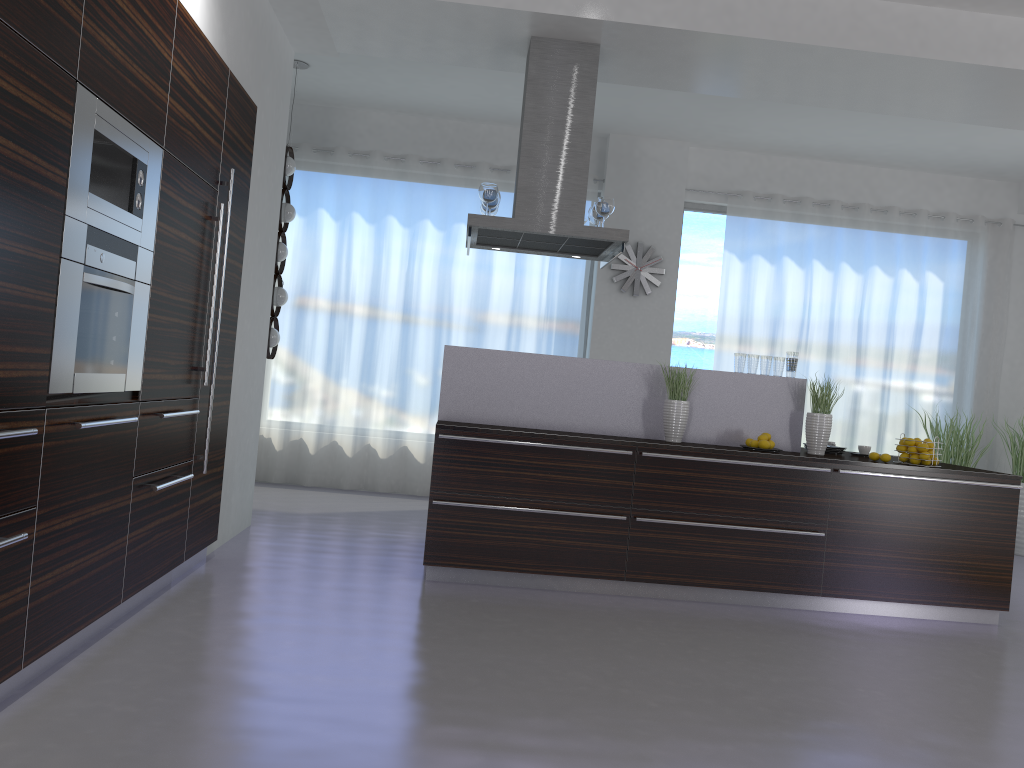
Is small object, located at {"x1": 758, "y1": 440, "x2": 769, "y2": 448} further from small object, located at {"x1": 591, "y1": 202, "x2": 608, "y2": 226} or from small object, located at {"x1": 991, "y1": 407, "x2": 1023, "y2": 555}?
small object, located at {"x1": 991, "y1": 407, "x2": 1023, "y2": 555}

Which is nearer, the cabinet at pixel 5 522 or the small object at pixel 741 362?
the cabinet at pixel 5 522

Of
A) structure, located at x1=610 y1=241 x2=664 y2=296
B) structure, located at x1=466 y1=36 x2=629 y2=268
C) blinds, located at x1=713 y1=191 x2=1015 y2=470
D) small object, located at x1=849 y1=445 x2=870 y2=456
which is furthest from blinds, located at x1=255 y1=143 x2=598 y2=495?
small object, located at x1=849 y1=445 x2=870 y2=456

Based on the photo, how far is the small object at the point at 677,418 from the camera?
5.1m

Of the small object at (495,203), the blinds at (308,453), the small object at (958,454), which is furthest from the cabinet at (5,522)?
the small object at (958,454)

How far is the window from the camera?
8.5 meters

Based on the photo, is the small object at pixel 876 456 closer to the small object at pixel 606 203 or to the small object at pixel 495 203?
the small object at pixel 606 203

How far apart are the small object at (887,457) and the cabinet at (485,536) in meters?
0.2

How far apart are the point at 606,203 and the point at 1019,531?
5.2 meters

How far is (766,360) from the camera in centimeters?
537cm
